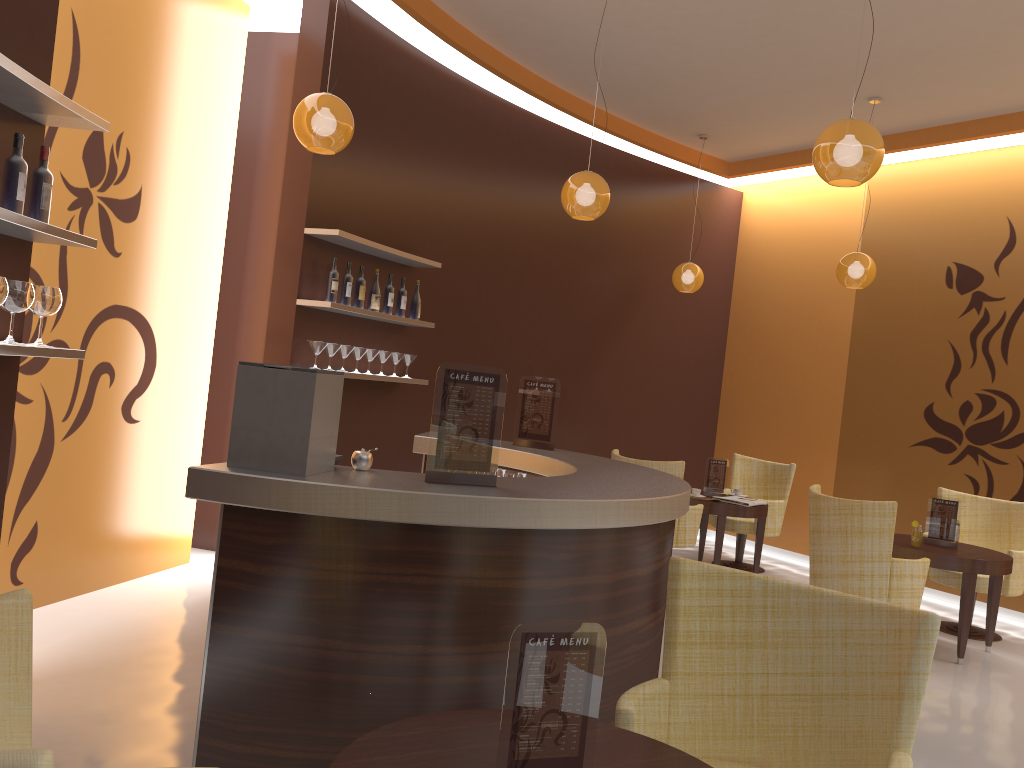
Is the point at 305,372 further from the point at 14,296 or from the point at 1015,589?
the point at 1015,589

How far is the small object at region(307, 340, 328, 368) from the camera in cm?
551

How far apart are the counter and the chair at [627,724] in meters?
0.5

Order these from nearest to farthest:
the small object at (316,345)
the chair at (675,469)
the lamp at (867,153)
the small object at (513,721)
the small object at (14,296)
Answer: the small object at (513,721), the small object at (14,296), the lamp at (867,153), the small object at (316,345), the chair at (675,469)

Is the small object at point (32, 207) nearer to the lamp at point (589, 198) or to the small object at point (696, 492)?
the lamp at point (589, 198)

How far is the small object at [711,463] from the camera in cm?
757

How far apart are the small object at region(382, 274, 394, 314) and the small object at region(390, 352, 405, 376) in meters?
0.3

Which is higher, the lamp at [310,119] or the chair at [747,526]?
the lamp at [310,119]

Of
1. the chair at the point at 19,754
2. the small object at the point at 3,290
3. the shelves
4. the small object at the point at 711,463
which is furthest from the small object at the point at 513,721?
the small object at the point at 711,463

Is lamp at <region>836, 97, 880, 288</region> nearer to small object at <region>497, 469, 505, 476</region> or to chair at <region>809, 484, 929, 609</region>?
chair at <region>809, 484, 929, 609</region>
